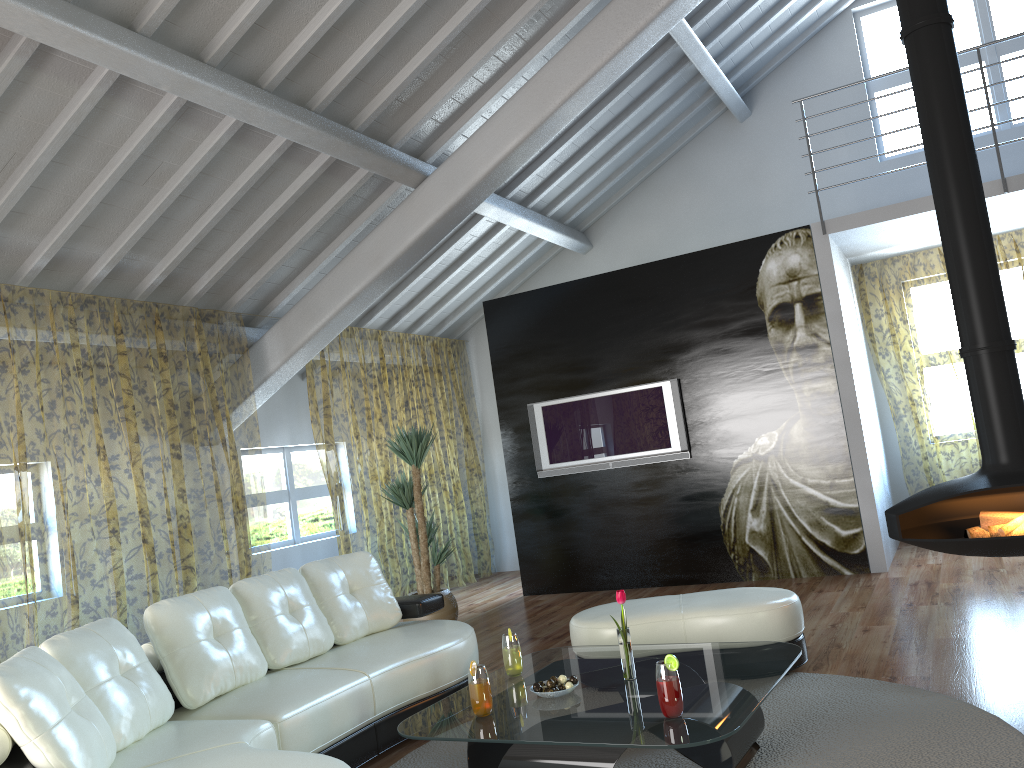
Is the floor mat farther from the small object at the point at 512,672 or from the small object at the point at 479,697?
the small object at the point at 479,697

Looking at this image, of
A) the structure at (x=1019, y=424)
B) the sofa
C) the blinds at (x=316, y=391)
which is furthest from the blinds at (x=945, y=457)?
the sofa

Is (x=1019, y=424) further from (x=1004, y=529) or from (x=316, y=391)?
(x=316, y=391)

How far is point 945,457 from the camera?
11.9m

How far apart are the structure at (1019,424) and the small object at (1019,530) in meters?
0.2 m

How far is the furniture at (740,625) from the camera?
4.04m

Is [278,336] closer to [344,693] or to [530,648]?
[530,648]

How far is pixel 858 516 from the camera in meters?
6.5 m

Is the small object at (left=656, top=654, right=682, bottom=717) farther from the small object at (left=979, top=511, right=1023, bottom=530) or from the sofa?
the small object at (left=979, top=511, right=1023, bottom=530)

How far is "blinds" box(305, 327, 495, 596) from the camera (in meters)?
13.43
